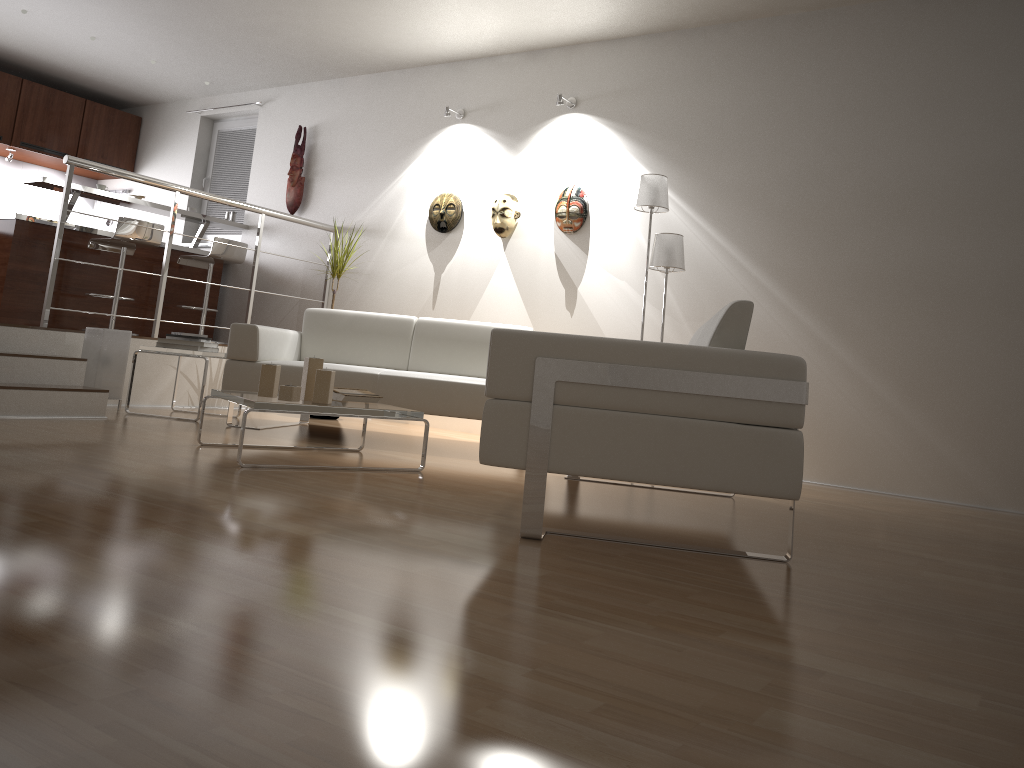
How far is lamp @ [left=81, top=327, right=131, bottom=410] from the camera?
5.2m

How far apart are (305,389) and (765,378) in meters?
2.1 m

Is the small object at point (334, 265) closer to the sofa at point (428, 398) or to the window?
the sofa at point (428, 398)

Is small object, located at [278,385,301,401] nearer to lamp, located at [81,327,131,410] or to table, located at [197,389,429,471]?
table, located at [197,389,429,471]

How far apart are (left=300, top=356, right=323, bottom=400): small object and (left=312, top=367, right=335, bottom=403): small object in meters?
0.1

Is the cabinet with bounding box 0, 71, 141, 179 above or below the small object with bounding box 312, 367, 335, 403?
above

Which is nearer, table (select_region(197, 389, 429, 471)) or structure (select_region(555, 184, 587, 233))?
table (select_region(197, 389, 429, 471))

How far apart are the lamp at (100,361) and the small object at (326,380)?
2.21m

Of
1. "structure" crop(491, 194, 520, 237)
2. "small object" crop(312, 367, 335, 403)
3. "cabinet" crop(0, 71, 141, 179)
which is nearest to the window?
"cabinet" crop(0, 71, 141, 179)

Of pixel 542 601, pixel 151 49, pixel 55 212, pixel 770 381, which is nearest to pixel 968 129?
pixel 770 381
